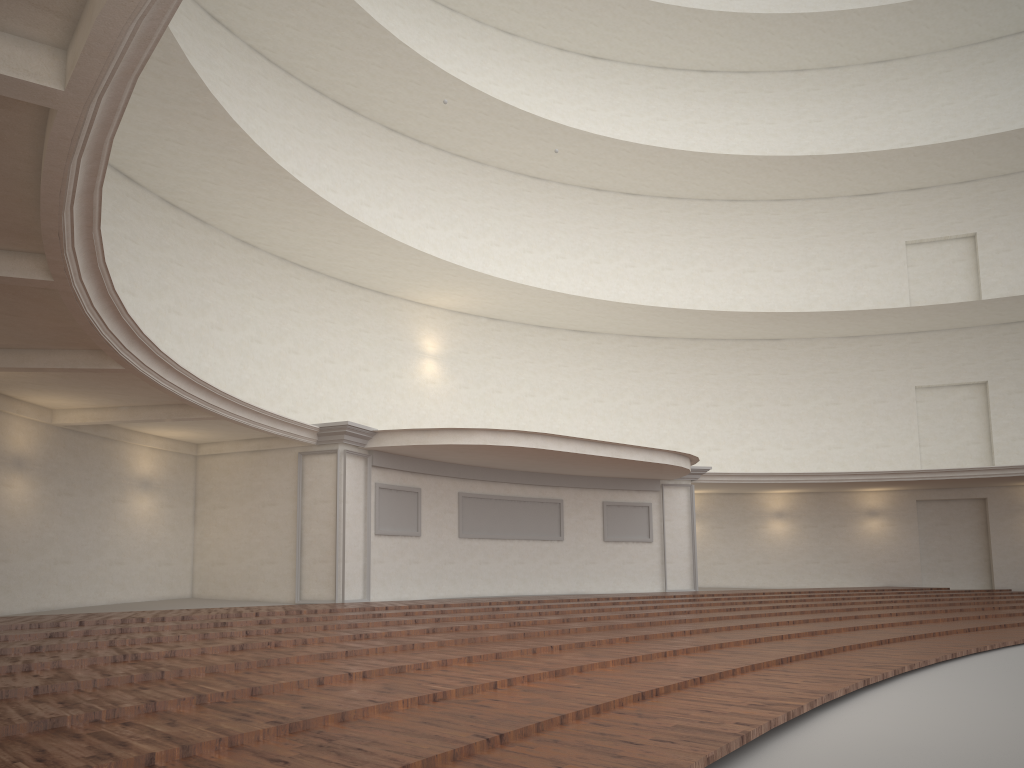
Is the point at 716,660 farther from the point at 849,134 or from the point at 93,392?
the point at 849,134

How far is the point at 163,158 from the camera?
14.4 meters
